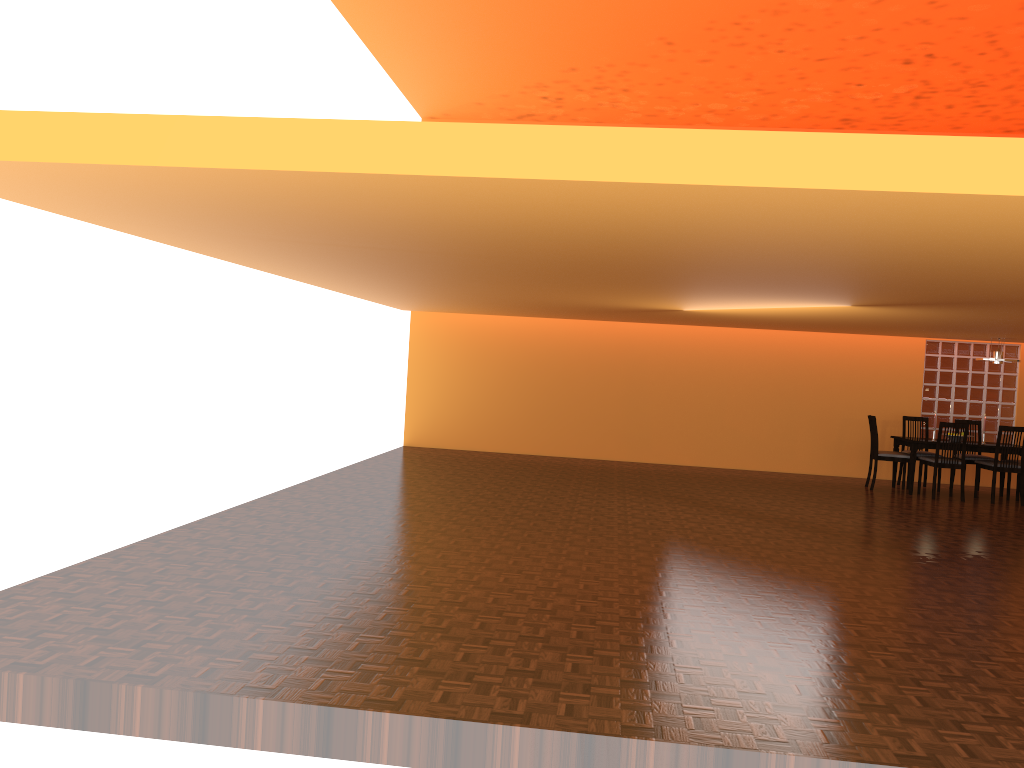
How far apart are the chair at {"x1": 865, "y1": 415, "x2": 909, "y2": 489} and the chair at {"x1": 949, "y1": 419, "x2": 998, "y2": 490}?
0.8m

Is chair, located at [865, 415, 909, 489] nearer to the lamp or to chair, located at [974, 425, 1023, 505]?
chair, located at [974, 425, 1023, 505]

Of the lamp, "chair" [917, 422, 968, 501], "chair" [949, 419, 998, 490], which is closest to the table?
"chair" [917, 422, 968, 501]

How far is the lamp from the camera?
9.3 meters

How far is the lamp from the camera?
9.32m

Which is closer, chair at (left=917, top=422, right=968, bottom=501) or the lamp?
chair at (left=917, top=422, right=968, bottom=501)

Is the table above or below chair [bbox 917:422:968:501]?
above

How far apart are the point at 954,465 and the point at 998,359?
1.3m

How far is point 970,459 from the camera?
9.7m

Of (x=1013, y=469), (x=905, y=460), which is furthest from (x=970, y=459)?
(x=905, y=460)
